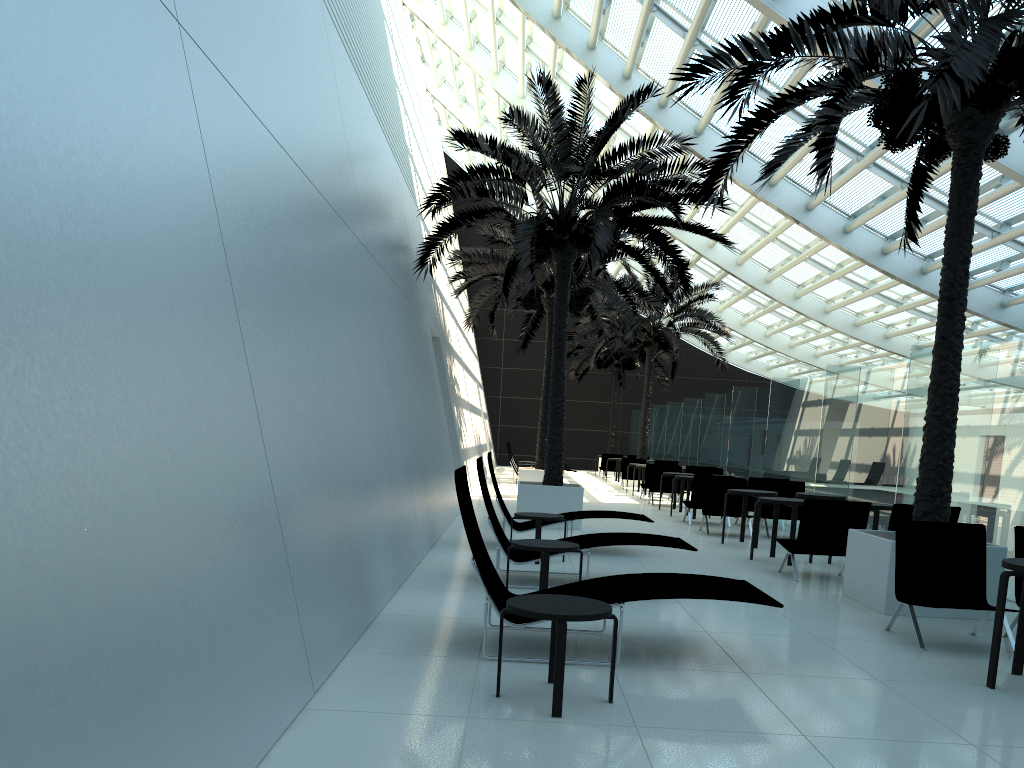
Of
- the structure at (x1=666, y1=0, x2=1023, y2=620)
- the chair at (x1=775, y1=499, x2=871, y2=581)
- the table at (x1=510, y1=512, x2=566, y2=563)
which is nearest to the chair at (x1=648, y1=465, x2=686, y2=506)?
the chair at (x1=775, y1=499, x2=871, y2=581)

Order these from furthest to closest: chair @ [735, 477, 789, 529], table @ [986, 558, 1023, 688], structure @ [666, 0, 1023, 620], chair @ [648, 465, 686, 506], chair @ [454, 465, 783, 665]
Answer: chair @ [648, 465, 686, 506] < chair @ [735, 477, 789, 529] < structure @ [666, 0, 1023, 620] < chair @ [454, 465, 783, 665] < table @ [986, 558, 1023, 688]

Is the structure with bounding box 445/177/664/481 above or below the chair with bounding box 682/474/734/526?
above

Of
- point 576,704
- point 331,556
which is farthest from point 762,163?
point 576,704

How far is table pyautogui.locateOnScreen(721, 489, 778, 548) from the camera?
11.9m

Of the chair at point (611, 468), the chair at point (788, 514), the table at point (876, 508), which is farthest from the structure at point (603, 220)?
the chair at point (611, 468)

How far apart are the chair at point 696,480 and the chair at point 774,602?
9.1 meters

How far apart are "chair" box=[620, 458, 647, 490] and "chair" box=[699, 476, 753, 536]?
11.3 meters

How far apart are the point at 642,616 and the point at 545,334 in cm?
3204

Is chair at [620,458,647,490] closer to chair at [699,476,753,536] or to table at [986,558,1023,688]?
chair at [699,476,753,536]
